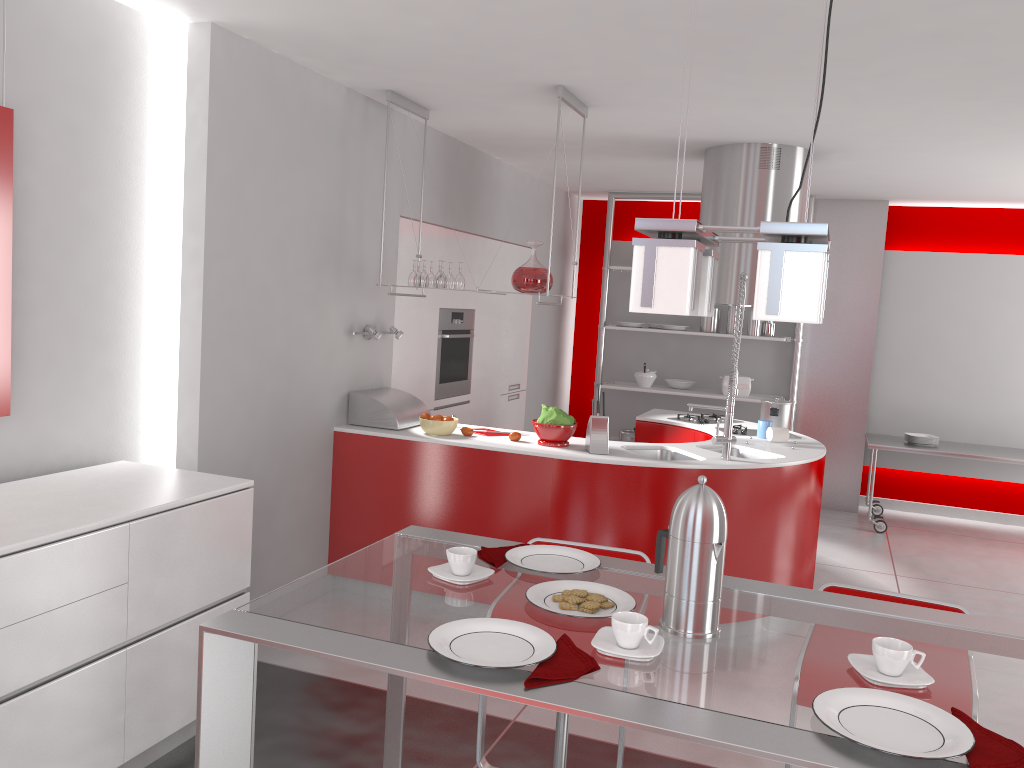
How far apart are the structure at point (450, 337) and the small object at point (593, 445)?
1.71m

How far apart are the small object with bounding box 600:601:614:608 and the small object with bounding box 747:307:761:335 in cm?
584

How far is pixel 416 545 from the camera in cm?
208

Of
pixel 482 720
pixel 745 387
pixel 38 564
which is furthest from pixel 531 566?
pixel 745 387

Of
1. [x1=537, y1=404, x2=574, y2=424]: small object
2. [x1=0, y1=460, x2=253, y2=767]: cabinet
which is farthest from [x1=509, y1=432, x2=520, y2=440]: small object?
[x1=0, y1=460, x2=253, y2=767]: cabinet

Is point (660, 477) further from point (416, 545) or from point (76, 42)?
point (76, 42)

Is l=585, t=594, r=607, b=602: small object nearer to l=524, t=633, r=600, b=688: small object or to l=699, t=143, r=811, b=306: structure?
l=524, t=633, r=600, b=688: small object

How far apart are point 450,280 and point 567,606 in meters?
3.2

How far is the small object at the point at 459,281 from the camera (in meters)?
4.54

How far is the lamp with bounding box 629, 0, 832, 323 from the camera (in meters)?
1.37
